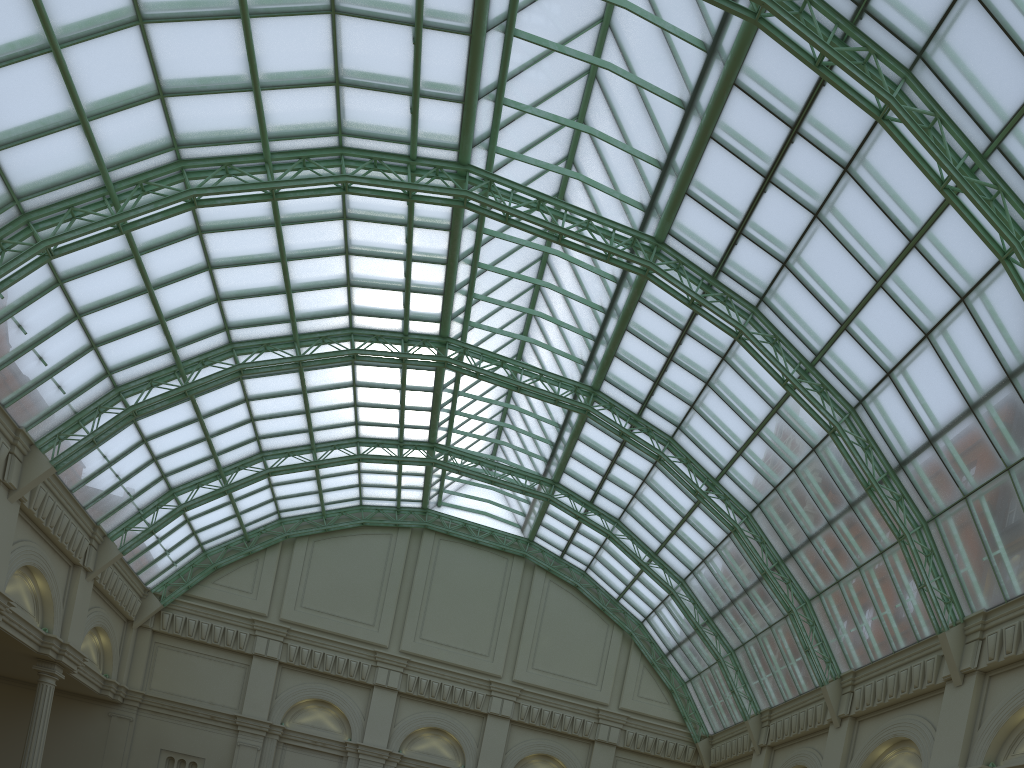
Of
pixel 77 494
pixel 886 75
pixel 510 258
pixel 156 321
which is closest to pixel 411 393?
pixel 510 258

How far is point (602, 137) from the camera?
34.4m
